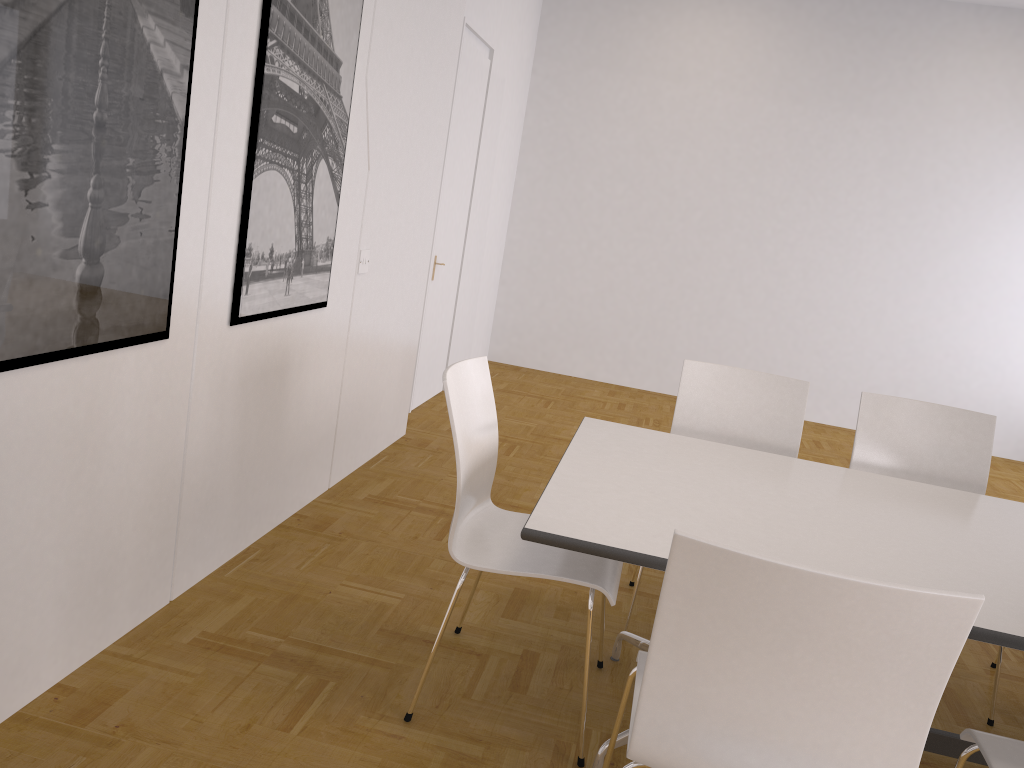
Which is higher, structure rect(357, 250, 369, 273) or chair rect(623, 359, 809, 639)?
structure rect(357, 250, 369, 273)

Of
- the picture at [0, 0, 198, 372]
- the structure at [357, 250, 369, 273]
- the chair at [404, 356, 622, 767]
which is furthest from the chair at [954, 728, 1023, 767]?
the structure at [357, 250, 369, 273]

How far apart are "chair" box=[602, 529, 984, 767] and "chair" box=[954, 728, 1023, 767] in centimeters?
39cm

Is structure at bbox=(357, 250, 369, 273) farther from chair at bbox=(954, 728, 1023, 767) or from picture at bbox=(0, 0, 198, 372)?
chair at bbox=(954, 728, 1023, 767)

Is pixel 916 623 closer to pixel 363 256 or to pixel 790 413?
pixel 790 413

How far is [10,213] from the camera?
1.82m

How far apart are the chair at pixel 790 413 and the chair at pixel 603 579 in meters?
0.9 m

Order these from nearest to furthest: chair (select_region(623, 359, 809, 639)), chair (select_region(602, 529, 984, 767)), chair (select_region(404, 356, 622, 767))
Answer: chair (select_region(602, 529, 984, 767)), chair (select_region(404, 356, 622, 767)), chair (select_region(623, 359, 809, 639))

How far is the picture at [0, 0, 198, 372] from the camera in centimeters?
182cm

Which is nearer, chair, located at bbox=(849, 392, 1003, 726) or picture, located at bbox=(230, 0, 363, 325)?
picture, located at bbox=(230, 0, 363, 325)
